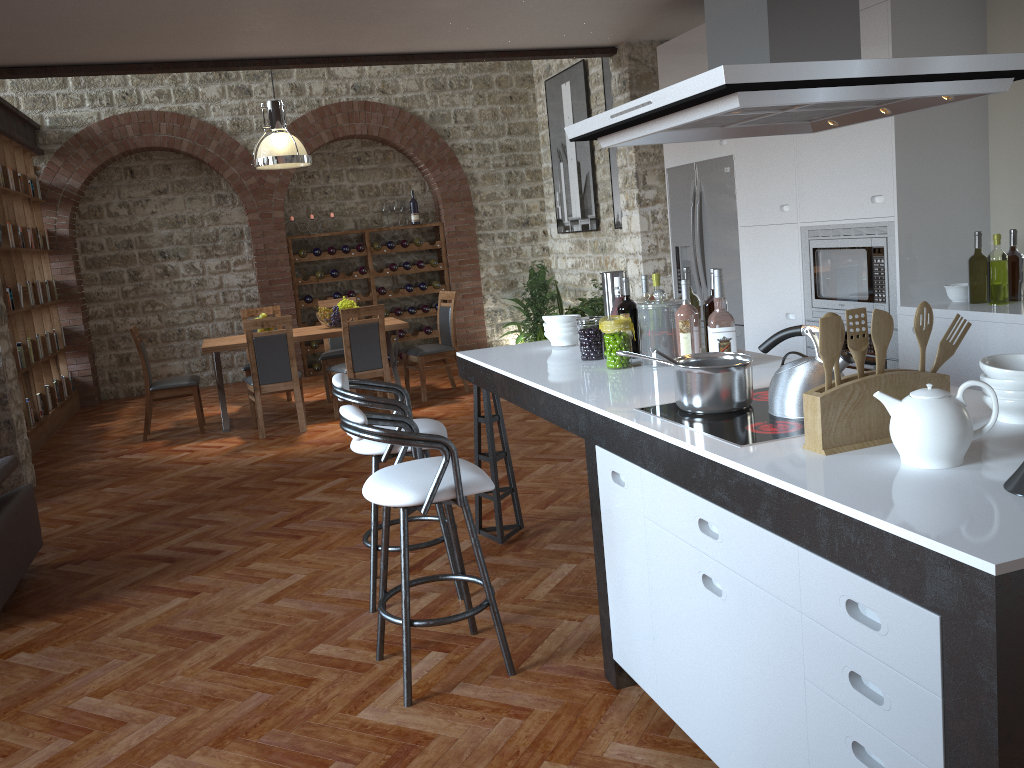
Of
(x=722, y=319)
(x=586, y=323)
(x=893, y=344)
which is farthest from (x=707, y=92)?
(x=893, y=344)

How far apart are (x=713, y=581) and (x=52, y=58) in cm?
576

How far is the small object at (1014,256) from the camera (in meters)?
4.08

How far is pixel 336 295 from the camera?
10.8 meters

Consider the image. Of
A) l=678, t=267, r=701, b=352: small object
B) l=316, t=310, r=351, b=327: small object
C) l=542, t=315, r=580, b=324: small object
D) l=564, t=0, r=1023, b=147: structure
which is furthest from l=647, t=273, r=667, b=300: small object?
l=316, t=310, r=351, b=327: small object

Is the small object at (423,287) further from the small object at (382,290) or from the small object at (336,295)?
the small object at (336,295)

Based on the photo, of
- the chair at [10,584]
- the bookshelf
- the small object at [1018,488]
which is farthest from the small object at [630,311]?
the bookshelf

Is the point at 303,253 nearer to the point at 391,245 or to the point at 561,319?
the point at 391,245

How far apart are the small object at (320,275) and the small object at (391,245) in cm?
92

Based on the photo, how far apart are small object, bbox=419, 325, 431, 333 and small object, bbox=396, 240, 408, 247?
1.1 meters
